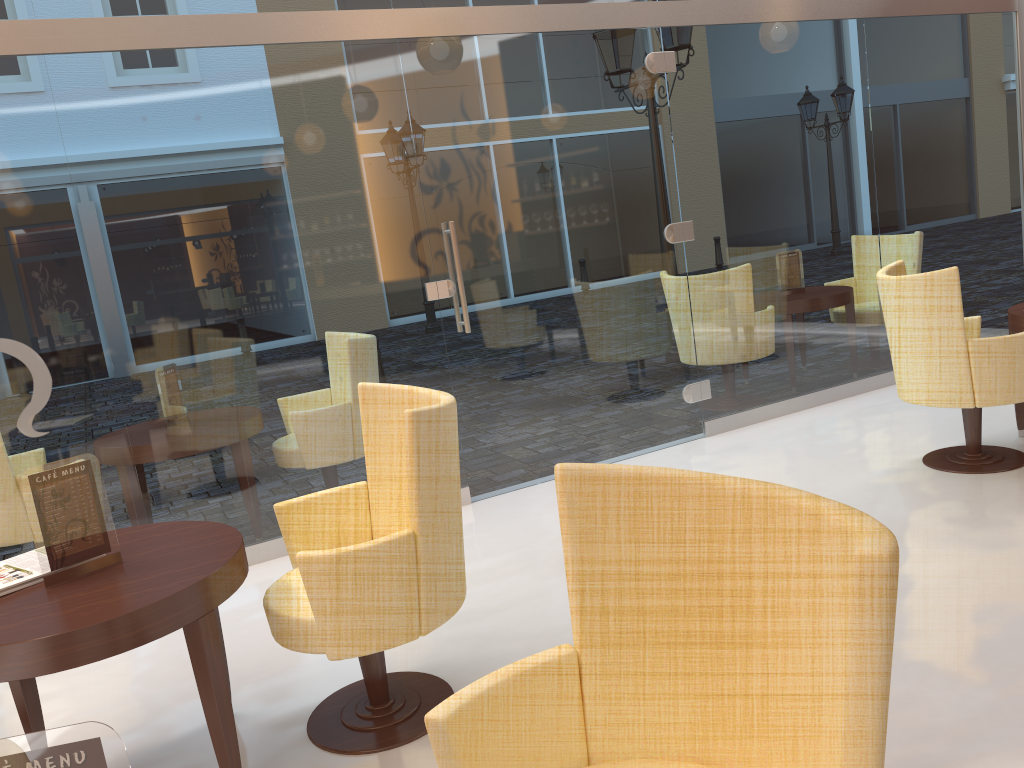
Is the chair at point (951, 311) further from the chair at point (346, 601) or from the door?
the chair at point (346, 601)

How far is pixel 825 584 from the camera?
1.3 meters

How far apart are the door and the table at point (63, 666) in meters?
2.2 m

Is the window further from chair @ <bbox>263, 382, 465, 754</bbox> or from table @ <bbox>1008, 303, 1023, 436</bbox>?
chair @ <bbox>263, 382, 465, 754</bbox>

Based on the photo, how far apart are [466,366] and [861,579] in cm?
387

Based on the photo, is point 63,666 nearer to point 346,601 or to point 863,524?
point 346,601

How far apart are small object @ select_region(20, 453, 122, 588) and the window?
1.7m

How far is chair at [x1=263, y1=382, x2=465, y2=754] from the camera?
2.44m

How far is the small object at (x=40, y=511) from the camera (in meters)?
2.43

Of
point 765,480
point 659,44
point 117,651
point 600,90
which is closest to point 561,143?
point 600,90
